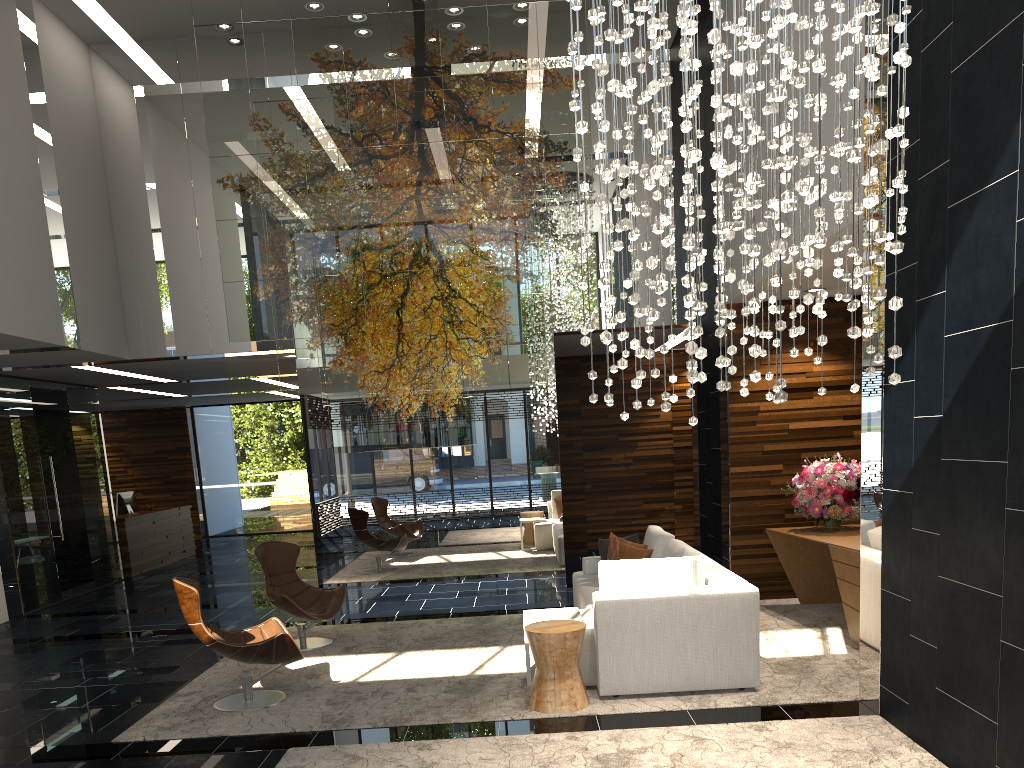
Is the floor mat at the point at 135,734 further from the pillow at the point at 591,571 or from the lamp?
the lamp

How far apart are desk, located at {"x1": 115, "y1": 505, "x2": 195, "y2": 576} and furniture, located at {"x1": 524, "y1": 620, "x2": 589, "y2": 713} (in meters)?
9.56

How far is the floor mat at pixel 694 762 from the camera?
4.15m

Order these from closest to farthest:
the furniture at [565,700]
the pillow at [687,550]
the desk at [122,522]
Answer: the furniture at [565,700]
the pillow at [687,550]
the desk at [122,522]

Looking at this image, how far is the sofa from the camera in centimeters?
525cm

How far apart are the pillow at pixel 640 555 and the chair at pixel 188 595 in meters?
2.7 m

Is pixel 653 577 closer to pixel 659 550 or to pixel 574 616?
pixel 574 616

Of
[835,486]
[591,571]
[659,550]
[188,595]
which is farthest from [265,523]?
[835,486]

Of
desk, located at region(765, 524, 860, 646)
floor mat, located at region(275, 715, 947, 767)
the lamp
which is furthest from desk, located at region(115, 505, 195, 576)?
the lamp

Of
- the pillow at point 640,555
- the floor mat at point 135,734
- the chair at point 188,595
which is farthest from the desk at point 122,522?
the pillow at point 640,555
